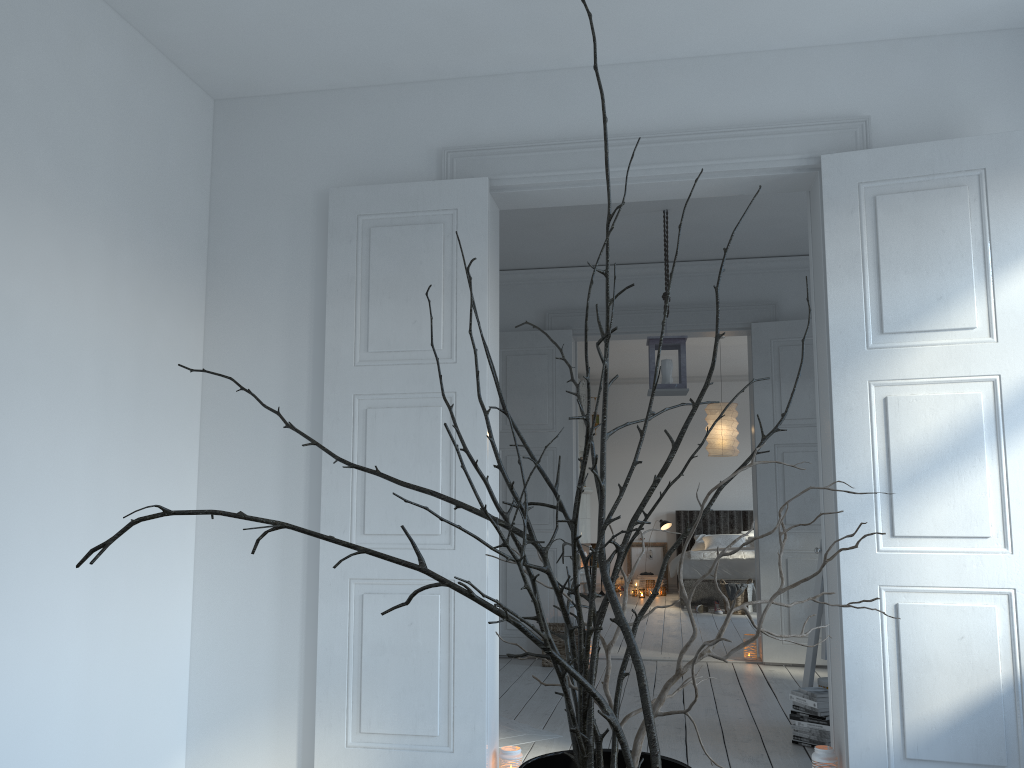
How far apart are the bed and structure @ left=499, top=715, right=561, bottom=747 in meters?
5.4 m

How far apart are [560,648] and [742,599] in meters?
3.6

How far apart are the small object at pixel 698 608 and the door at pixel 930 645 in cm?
578

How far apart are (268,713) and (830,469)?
2.4 meters

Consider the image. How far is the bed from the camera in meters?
9.4 m

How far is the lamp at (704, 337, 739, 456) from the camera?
8.8 meters

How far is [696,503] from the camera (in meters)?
11.66

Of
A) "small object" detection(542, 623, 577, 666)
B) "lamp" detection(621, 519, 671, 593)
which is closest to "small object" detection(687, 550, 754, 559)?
"lamp" detection(621, 519, 671, 593)

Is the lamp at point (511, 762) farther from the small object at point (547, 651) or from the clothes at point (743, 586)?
the clothes at point (743, 586)

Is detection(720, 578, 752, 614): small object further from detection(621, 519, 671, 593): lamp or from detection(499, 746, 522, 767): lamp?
detection(499, 746, 522, 767): lamp
